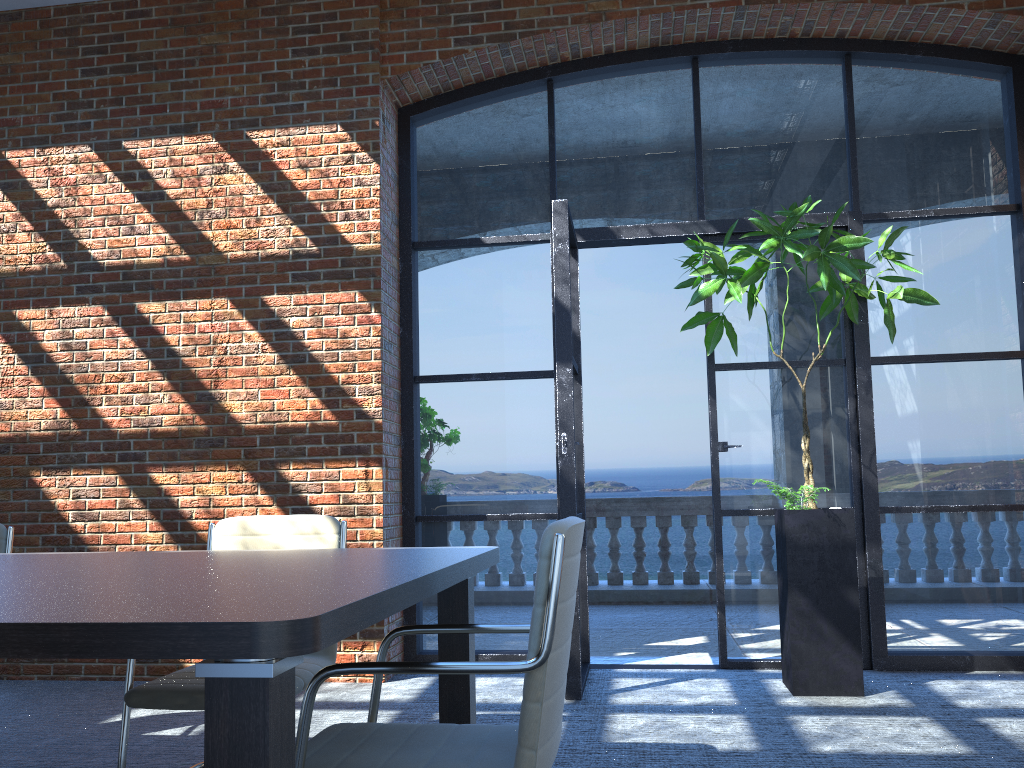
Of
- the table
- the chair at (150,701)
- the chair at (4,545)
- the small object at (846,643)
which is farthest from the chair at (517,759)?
→ the small object at (846,643)

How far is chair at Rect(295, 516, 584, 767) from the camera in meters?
1.8 m

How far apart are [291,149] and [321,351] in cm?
120

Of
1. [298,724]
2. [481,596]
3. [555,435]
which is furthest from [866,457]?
[298,724]

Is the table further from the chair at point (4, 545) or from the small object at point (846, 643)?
the small object at point (846, 643)

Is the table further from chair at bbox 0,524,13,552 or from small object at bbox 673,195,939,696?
small object at bbox 673,195,939,696

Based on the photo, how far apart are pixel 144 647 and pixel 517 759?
0.8 meters

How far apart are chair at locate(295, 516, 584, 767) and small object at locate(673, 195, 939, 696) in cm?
230

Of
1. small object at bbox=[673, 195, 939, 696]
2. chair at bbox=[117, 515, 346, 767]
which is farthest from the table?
small object at bbox=[673, 195, 939, 696]

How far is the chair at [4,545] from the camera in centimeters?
358cm
